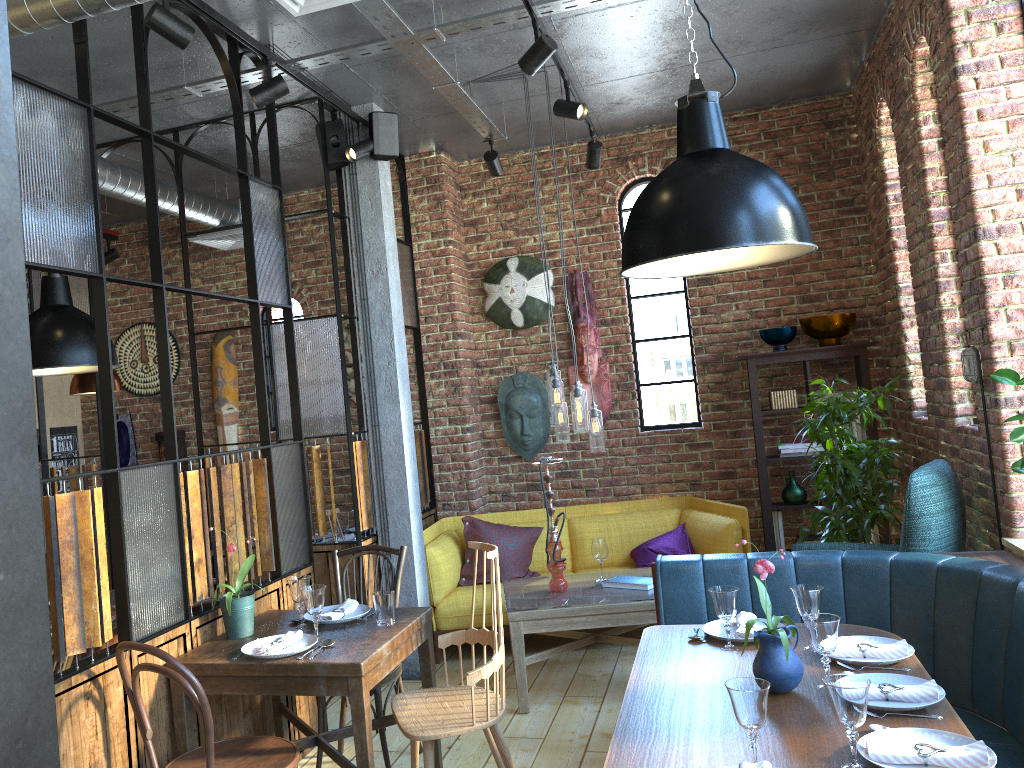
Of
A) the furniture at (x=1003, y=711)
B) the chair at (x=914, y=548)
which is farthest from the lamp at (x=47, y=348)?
the chair at (x=914, y=548)

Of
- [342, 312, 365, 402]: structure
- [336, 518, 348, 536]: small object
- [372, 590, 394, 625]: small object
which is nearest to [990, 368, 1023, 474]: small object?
[372, 590, 394, 625]: small object

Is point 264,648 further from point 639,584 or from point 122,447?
point 122,447

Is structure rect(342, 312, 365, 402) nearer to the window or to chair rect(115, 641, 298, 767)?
the window

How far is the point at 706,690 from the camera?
2.6 meters

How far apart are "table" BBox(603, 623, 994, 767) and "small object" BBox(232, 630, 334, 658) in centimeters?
107cm

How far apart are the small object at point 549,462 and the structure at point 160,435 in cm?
355

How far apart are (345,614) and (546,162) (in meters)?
3.90

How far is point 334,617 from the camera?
3.41m

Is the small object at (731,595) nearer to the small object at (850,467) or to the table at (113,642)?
the small object at (850,467)
